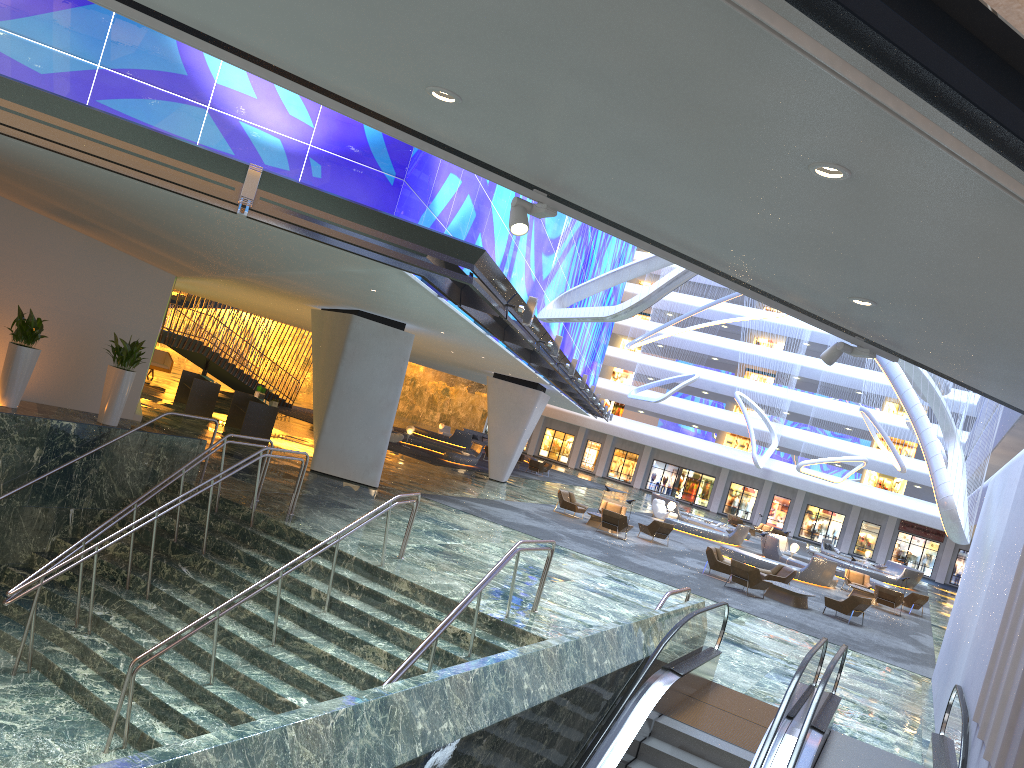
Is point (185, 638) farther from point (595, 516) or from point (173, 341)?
point (173, 341)

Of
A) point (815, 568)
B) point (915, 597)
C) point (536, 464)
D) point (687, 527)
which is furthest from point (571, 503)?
point (536, 464)

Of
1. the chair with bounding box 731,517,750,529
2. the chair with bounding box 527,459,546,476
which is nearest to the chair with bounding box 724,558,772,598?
the chair with bounding box 527,459,546,476

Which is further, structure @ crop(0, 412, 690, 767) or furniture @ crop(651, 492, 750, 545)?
furniture @ crop(651, 492, 750, 545)

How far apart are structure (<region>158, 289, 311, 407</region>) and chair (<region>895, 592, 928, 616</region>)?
28.40m

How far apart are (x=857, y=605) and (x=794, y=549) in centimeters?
1322cm

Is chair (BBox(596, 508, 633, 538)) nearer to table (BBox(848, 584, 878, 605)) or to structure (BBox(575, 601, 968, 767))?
table (BBox(848, 584, 878, 605))

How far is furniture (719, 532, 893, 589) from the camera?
30.37m

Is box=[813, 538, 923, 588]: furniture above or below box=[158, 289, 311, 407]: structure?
below

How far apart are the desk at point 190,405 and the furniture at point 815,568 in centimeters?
1795cm
